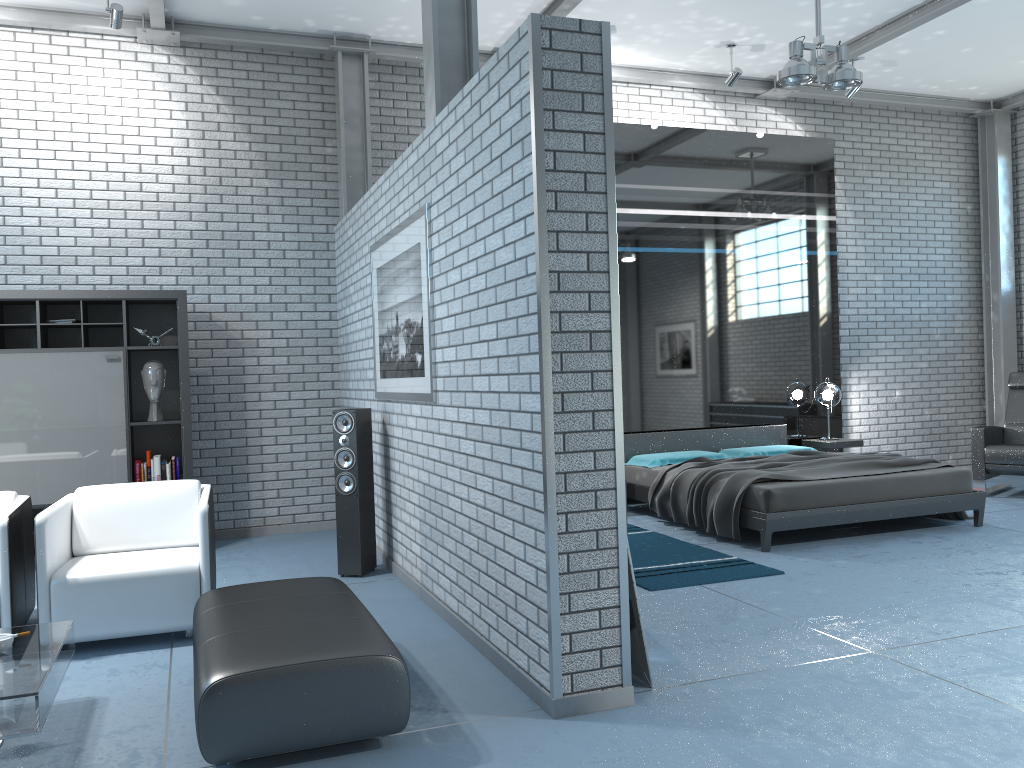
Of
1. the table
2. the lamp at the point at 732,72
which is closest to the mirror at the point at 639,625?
the table

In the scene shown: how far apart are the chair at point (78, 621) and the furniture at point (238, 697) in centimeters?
47cm

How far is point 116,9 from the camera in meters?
5.9 m

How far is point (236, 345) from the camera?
7.09m

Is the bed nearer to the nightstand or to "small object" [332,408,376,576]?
the nightstand

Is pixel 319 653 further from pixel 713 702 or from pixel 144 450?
pixel 144 450

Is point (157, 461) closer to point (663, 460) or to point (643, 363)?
point (663, 460)

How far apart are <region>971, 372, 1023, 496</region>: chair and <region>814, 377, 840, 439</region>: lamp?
1.20m

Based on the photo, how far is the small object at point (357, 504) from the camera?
5.5m

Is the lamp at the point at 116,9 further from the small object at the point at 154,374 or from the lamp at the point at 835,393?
the lamp at the point at 835,393
